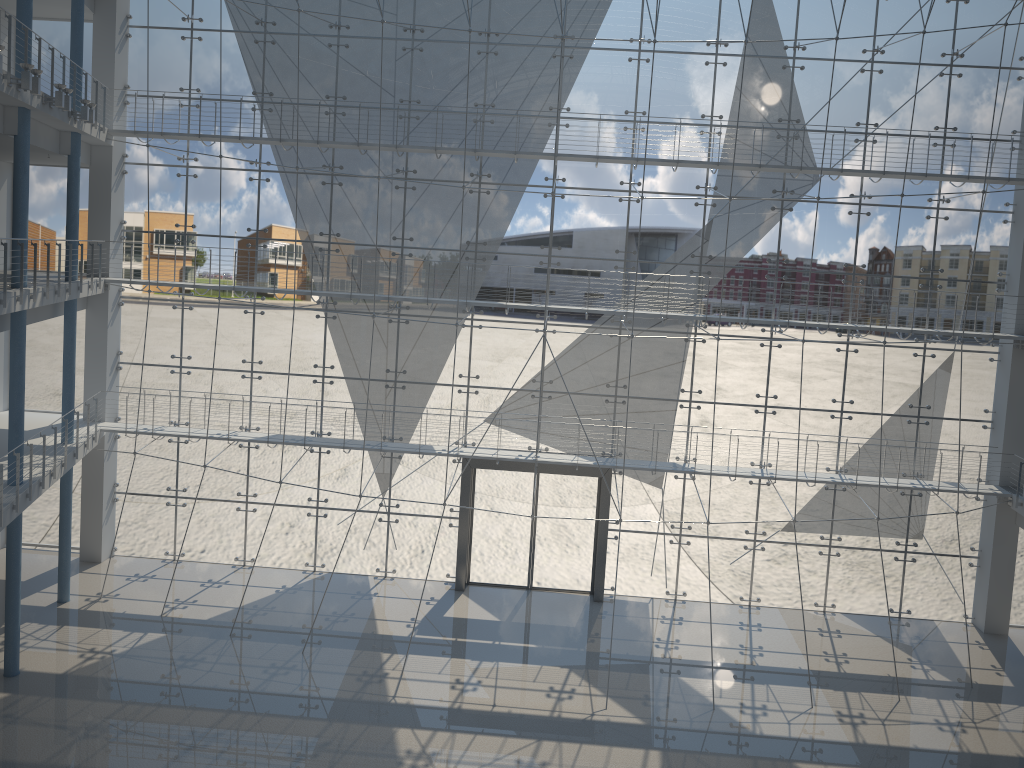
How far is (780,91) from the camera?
3.0 meters

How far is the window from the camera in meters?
3.0 m

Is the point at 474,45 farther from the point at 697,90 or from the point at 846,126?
the point at 846,126

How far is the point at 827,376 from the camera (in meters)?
3.13

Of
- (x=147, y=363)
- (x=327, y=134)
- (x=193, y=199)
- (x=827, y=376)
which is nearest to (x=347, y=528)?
(x=147, y=363)

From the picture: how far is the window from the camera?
3.01m
